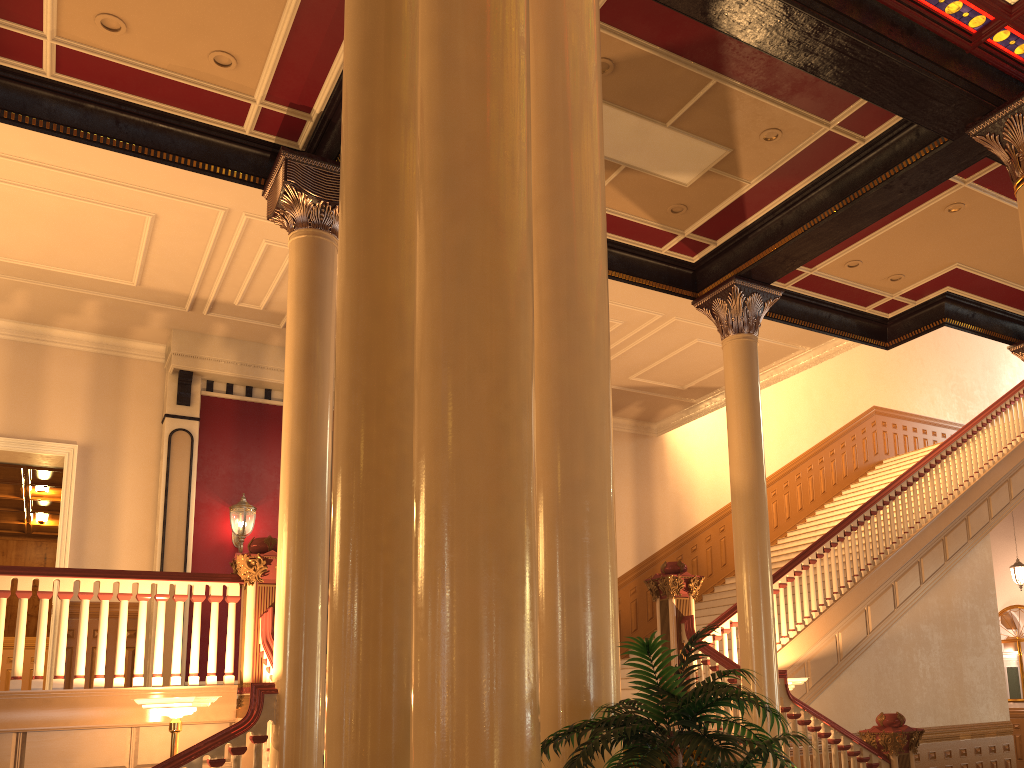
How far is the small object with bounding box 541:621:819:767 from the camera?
2.4 meters

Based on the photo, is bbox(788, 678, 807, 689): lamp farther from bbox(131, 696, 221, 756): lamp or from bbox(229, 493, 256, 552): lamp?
bbox(229, 493, 256, 552): lamp

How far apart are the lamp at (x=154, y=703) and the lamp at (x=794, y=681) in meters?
5.3 m

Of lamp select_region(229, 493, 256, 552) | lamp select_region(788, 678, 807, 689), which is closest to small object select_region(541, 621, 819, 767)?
lamp select_region(788, 678, 807, 689)

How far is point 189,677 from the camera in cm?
Answer: 670

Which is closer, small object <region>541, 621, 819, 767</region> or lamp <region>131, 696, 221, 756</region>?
small object <region>541, 621, 819, 767</region>

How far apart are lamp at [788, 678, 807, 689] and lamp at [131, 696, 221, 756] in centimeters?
533cm

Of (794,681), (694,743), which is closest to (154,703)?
(694,743)

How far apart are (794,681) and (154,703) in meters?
5.7 m

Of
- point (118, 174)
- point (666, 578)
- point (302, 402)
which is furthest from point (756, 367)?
point (118, 174)
